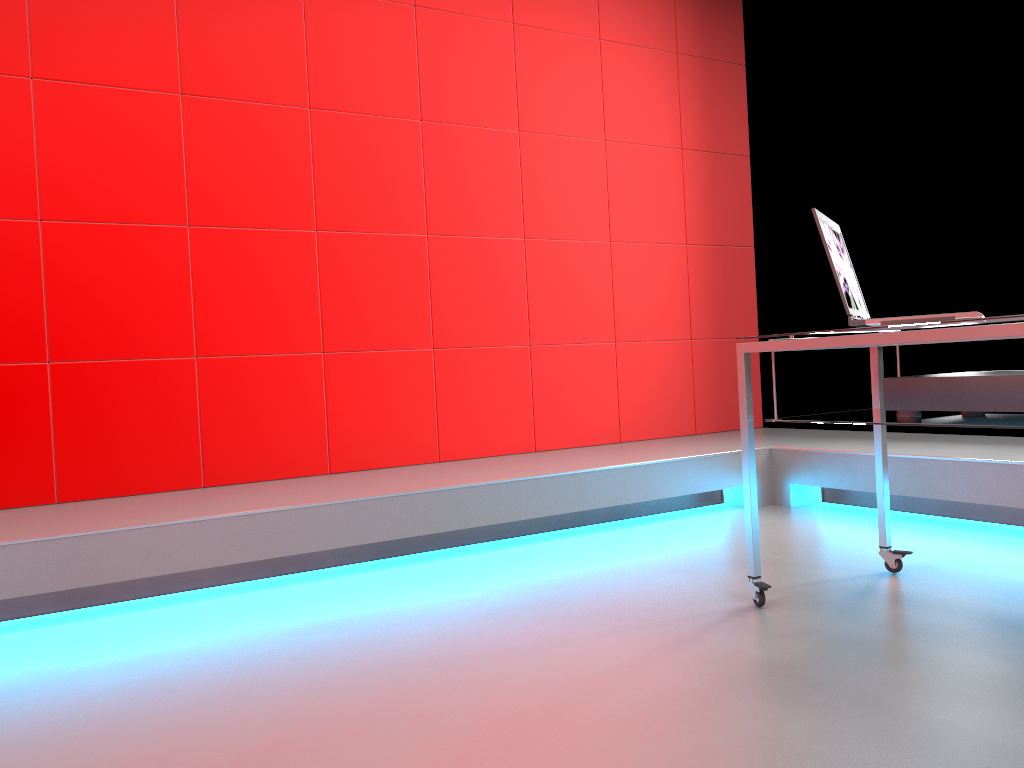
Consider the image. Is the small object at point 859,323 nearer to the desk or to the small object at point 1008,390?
the desk

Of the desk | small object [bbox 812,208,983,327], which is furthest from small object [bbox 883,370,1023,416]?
small object [bbox 812,208,983,327]

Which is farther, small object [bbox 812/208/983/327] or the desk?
small object [bbox 812/208/983/327]

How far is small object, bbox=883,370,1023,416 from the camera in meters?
1.8

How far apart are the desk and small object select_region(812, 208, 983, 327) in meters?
0.0

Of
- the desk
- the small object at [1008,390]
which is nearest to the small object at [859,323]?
the desk

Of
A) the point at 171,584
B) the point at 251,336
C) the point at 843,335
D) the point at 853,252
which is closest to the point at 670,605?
the point at 843,335

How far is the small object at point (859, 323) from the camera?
2.01m

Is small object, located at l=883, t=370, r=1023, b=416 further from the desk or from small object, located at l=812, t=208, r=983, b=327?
small object, located at l=812, t=208, r=983, b=327

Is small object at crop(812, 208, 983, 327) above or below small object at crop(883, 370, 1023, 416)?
above
